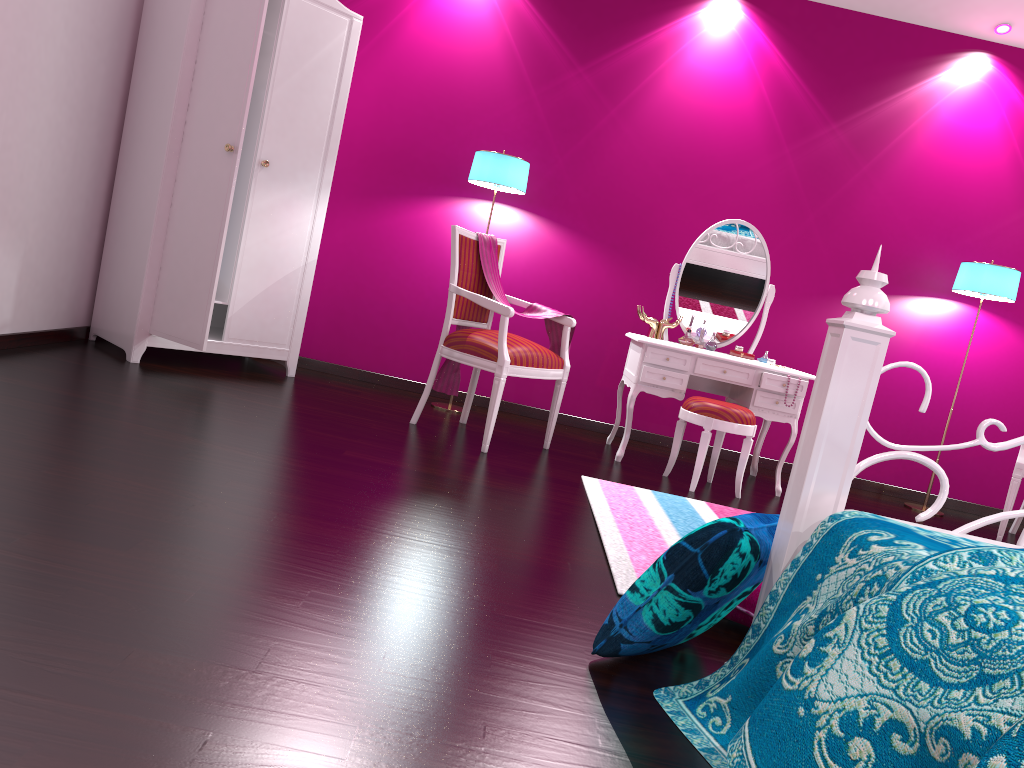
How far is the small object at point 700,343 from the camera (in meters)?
4.44

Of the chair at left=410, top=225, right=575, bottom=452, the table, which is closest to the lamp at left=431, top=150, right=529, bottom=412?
the chair at left=410, top=225, right=575, bottom=452

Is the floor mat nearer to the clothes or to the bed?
the bed

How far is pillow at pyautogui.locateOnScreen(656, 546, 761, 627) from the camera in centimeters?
211cm

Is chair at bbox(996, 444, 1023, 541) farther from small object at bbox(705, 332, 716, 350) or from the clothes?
the clothes

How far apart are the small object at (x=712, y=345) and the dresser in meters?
2.0 m

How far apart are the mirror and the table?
0.2 meters

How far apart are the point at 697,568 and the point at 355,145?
3.8m

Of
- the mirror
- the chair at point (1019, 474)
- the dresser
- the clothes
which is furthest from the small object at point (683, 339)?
the dresser

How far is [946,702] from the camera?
1.03m
